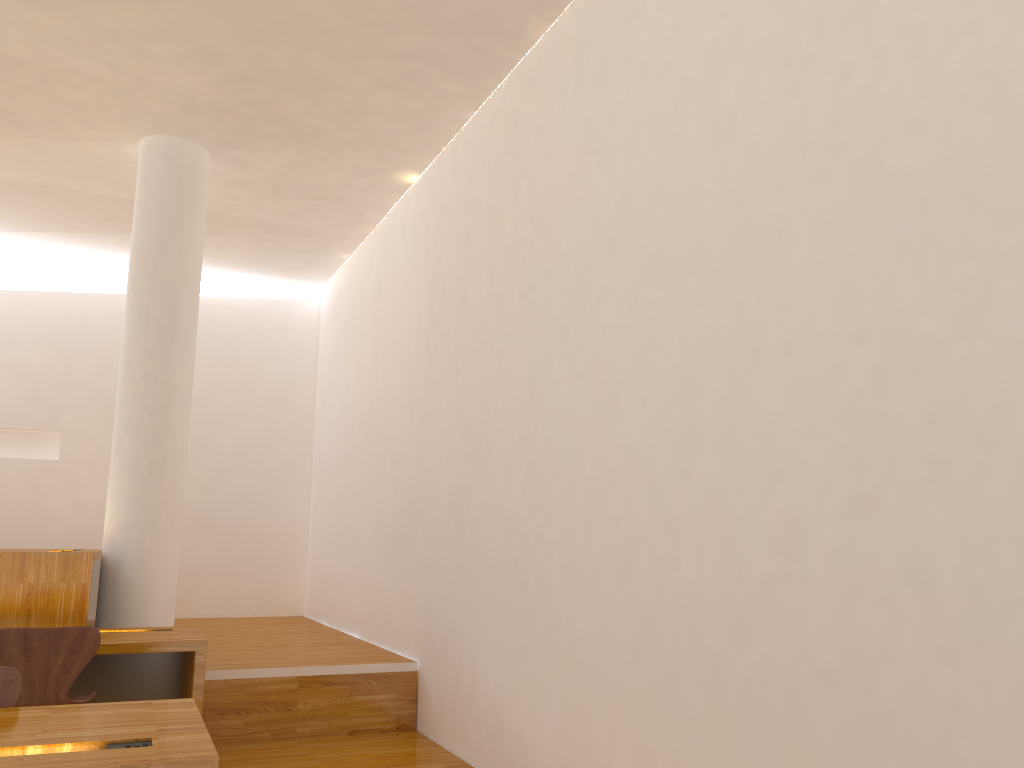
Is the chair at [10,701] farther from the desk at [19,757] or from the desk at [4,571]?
the desk at [4,571]

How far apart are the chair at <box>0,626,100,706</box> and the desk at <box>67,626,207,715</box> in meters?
0.2 m

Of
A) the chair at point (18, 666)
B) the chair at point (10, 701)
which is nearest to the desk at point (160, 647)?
the chair at point (18, 666)

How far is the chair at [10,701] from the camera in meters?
2.4 m

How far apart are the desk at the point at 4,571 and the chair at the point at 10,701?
2.3 meters

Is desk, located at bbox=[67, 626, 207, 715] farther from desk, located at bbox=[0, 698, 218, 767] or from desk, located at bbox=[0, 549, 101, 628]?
desk, located at bbox=[0, 698, 218, 767]

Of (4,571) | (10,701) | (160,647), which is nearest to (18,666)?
(160,647)

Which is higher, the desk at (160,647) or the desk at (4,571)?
the desk at (4,571)

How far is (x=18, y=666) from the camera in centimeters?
352cm

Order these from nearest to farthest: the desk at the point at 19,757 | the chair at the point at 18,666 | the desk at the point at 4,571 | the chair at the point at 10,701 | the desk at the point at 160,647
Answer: the desk at the point at 19,757
the chair at the point at 10,701
the chair at the point at 18,666
the desk at the point at 160,647
the desk at the point at 4,571
